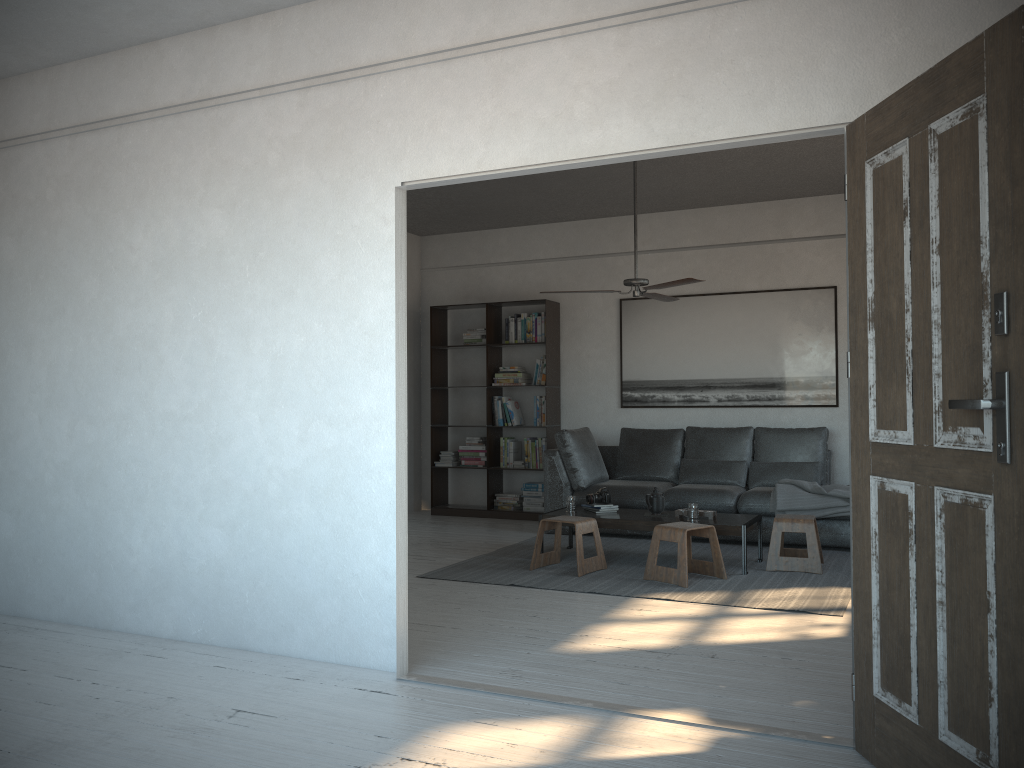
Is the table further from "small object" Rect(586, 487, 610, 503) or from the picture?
the picture

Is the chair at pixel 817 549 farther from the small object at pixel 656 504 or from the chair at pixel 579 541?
the chair at pixel 579 541

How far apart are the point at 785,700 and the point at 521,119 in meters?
2.4 m

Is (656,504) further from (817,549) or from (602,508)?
(817,549)

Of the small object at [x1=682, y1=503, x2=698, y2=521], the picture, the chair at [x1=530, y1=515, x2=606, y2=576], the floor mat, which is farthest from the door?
the picture

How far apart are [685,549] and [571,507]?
1.2m

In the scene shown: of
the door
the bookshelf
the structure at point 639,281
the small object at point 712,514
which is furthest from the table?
the door

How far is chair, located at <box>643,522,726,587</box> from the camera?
5.3m

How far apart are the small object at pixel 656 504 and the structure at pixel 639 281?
1.4 meters

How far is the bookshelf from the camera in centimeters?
850cm
